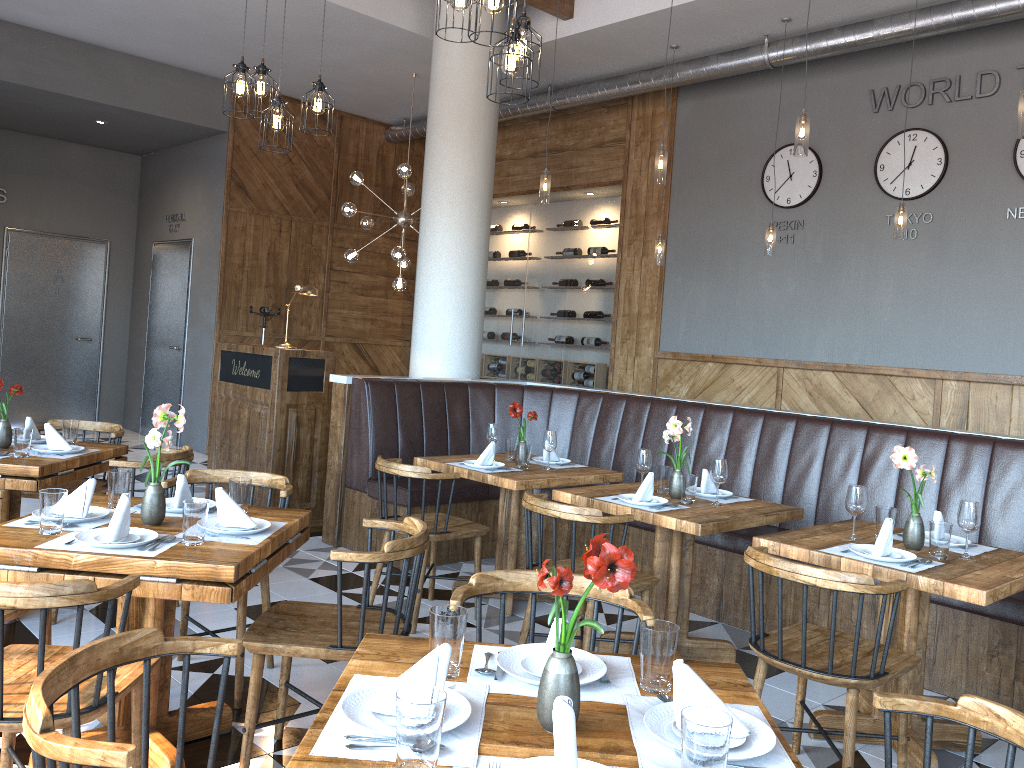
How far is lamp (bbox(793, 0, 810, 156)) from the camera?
4.9m

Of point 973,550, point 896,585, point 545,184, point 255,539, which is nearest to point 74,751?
point 255,539

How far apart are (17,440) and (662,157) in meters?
4.0 m

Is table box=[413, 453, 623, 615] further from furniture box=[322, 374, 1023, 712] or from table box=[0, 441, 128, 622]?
table box=[0, 441, 128, 622]

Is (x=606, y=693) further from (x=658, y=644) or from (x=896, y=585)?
(x=896, y=585)

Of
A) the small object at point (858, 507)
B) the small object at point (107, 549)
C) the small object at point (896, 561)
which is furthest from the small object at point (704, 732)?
the small object at point (858, 507)

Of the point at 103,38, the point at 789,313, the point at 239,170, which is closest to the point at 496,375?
the point at 239,170

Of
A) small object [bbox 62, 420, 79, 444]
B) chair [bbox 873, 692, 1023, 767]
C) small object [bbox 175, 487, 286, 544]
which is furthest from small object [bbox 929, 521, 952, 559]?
small object [bbox 62, 420, 79, 444]

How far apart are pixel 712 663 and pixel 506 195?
8.72m

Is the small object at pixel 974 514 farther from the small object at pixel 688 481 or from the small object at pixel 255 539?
the small object at pixel 255 539
